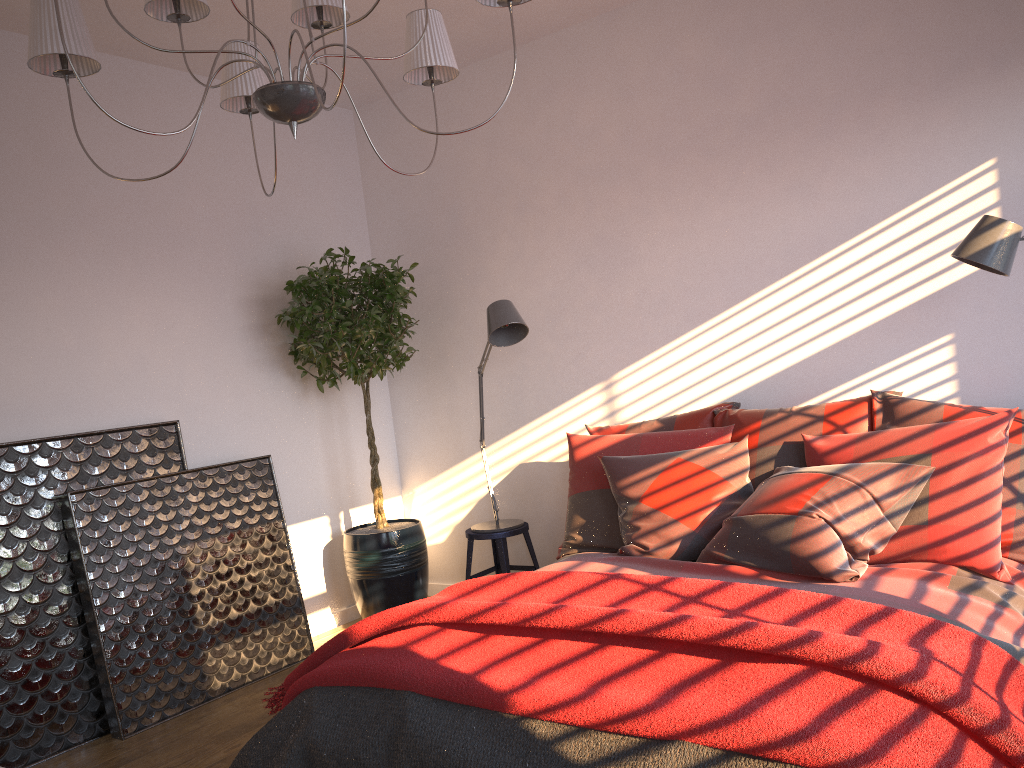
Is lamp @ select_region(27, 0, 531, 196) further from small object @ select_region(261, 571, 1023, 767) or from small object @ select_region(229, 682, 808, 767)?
small object @ select_region(229, 682, 808, 767)

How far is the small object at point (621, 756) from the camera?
1.9 meters

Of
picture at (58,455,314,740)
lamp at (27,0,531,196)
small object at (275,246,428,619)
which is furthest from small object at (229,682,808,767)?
small object at (275,246,428,619)

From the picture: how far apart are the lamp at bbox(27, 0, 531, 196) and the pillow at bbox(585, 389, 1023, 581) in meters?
1.7 m

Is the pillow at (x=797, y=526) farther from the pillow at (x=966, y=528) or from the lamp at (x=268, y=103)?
the lamp at (x=268, y=103)

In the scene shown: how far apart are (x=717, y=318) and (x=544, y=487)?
1.3 meters

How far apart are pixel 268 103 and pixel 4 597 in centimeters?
239cm

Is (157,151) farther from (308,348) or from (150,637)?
(150,637)

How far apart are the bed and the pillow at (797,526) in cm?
2

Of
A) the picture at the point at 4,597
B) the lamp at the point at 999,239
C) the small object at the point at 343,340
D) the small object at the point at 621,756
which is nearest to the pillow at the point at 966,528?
the lamp at the point at 999,239
